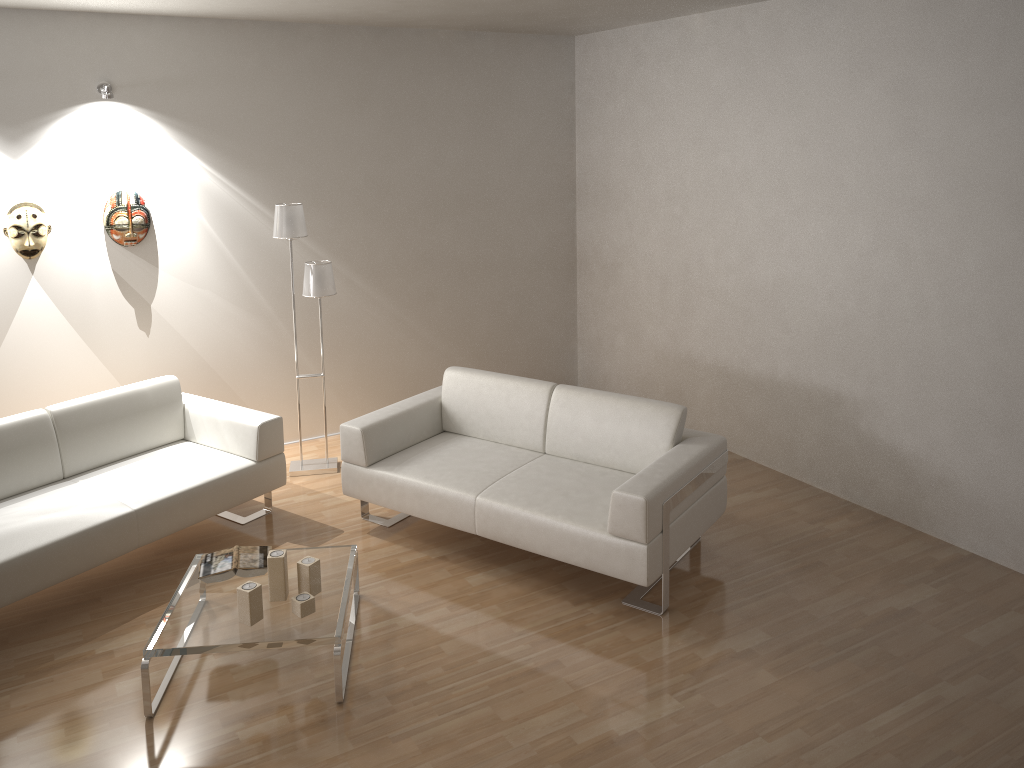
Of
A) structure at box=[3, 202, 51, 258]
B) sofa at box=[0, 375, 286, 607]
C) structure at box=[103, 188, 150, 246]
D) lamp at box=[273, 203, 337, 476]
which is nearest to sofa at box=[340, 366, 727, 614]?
sofa at box=[0, 375, 286, 607]

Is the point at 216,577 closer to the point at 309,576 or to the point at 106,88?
the point at 309,576

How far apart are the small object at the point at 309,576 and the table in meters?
0.0

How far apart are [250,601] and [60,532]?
1.1 meters

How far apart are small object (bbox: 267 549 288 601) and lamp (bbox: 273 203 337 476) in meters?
1.9

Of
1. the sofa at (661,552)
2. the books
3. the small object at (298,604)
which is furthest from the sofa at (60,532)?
the small object at (298,604)

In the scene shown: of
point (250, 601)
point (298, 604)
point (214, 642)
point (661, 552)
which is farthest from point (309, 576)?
point (661, 552)

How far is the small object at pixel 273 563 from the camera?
3.6 meters

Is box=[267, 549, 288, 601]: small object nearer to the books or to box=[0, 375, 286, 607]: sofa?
the books

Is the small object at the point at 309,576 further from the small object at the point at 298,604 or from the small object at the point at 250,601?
the small object at the point at 250,601
